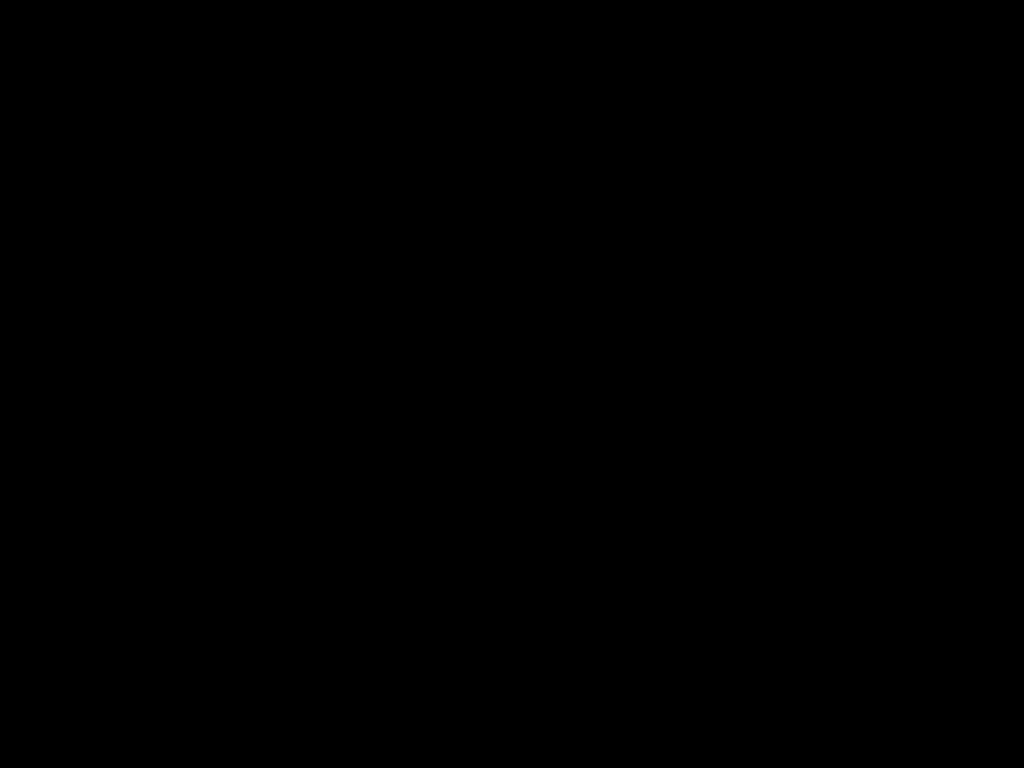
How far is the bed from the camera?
0.3 meters

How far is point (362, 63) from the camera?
0.27m

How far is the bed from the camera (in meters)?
0.27
